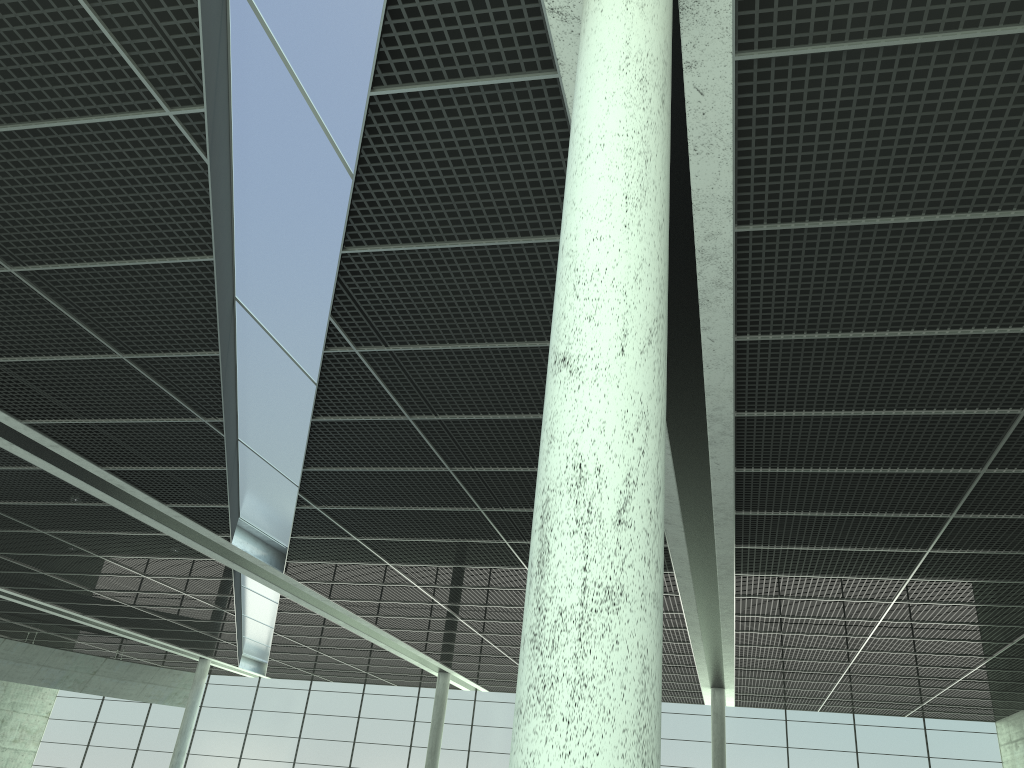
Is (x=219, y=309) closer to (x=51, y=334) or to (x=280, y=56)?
(x=51, y=334)
